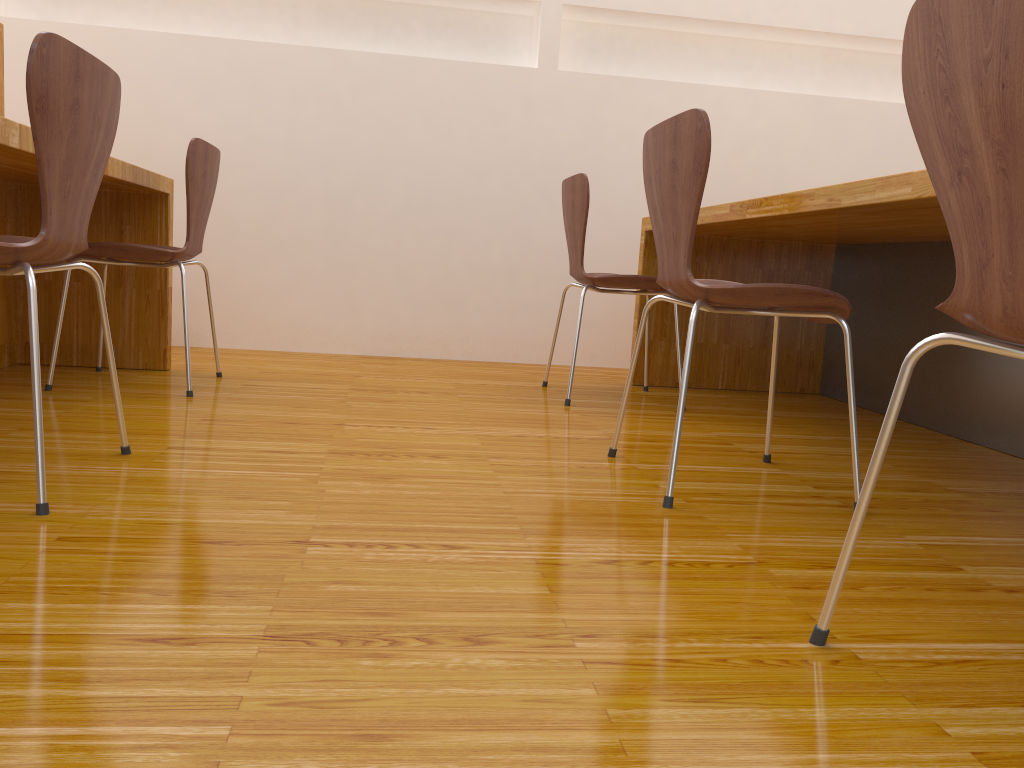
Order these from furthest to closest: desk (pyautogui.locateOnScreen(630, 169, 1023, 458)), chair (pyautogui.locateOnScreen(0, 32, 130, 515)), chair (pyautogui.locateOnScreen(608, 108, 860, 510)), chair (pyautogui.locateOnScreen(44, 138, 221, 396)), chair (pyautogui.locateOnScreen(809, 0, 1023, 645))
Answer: chair (pyautogui.locateOnScreen(44, 138, 221, 396)) → desk (pyautogui.locateOnScreen(630, 169, 1023, 458)) → chair (pyautogui.locateOnScreen(608, 108, 860, 510)) → chair (pyautogui.locateOnScreen(0, 32, 130, 515)) → chair (pyautogui.locateOnScreen(809, 0, 1023, 645))

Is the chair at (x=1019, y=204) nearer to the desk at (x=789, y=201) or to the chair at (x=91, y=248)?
the desk at (x=789, y=201)

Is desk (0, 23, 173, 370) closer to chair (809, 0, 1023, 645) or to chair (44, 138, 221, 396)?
chair (44, 138, 221, 396)

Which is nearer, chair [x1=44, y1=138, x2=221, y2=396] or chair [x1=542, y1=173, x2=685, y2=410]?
chair [x1=44, y1=138, x2=221, y2=396]

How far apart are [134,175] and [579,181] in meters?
1.2

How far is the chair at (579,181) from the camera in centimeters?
264cm

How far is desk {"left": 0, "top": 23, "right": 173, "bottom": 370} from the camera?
2.4m

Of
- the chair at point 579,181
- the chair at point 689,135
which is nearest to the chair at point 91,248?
the chair at point 579,181

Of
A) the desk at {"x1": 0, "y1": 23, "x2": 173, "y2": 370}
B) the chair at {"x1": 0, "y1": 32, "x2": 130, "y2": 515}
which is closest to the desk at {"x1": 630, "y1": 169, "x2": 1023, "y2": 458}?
the chair at {"x1": 0, "y1": 32, "x2": 130, "y2": 515}

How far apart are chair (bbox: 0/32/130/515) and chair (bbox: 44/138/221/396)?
0.7 meters
